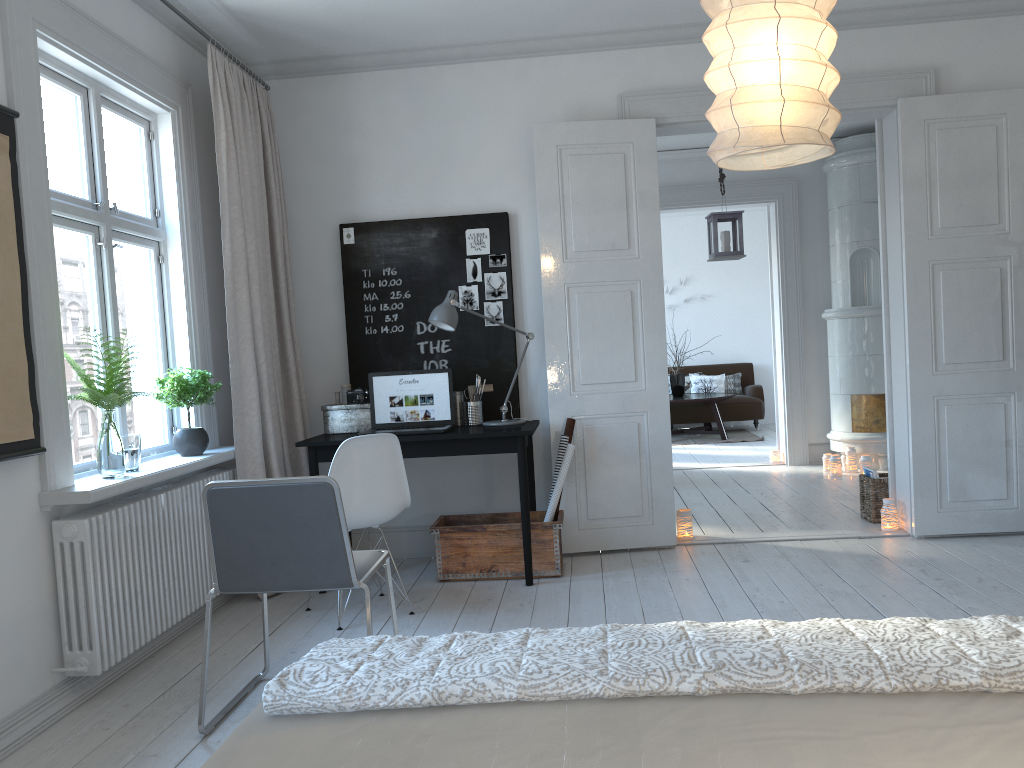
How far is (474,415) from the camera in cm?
470

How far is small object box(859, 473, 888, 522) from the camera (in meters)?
5.24

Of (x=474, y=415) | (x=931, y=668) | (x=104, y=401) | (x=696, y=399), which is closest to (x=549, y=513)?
(x=474, y=415)

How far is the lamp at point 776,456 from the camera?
7.93m

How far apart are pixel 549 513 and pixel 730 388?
7.3m

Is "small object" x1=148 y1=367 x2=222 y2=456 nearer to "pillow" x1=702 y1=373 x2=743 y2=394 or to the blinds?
the blinds

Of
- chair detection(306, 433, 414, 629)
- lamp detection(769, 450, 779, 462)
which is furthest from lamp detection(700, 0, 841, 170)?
lamp detection(769, 450, 779, 462)

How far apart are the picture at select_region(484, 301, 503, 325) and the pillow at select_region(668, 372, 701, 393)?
6.8m

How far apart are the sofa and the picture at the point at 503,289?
6.4 meters

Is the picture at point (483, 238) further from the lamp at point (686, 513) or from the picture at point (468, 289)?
the lamp at point (686, 513)
